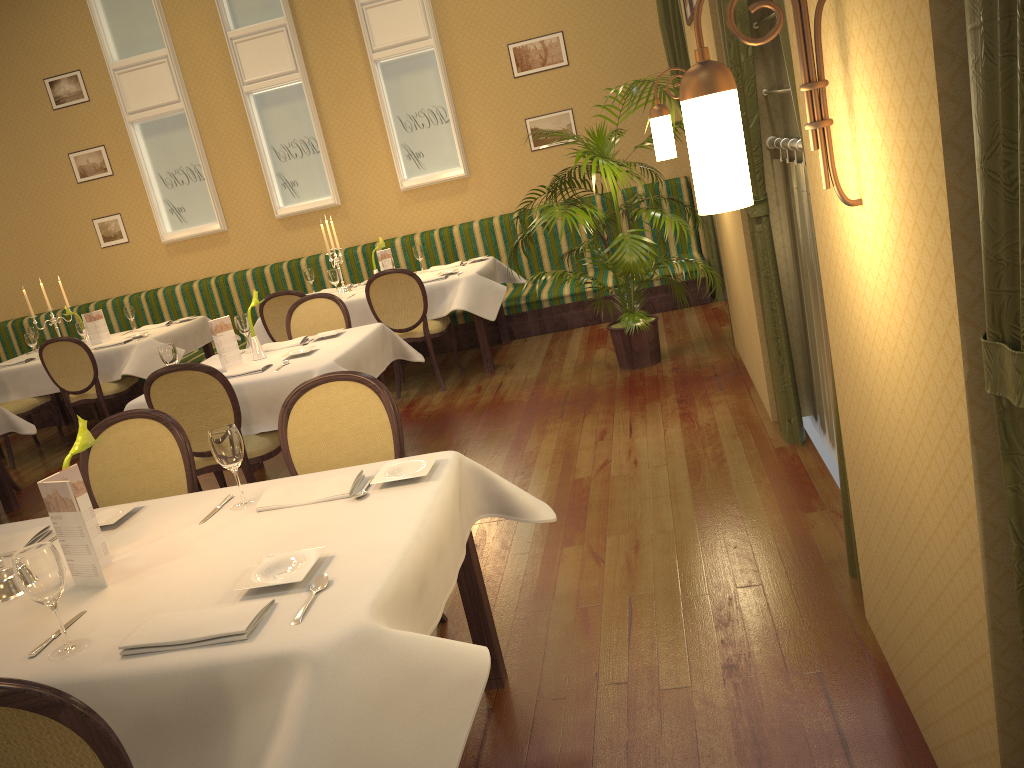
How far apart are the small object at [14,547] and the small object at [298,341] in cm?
255

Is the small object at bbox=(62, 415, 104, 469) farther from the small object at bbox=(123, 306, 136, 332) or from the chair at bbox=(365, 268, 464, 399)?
the small object at bbox=(123, 306, 136, 332)

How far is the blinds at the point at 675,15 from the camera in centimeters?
678cm

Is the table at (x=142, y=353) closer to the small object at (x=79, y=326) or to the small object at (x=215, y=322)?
the small object at (x=79, y=326)

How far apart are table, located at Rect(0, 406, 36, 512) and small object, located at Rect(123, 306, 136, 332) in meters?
2.2

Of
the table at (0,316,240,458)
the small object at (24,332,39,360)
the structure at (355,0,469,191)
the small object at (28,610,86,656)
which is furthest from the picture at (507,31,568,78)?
the small object at (28,610,86,656)

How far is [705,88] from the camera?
1.72m

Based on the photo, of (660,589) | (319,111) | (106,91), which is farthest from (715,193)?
(106,91)

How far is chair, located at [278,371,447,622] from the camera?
3.0m

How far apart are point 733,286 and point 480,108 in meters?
3.7
